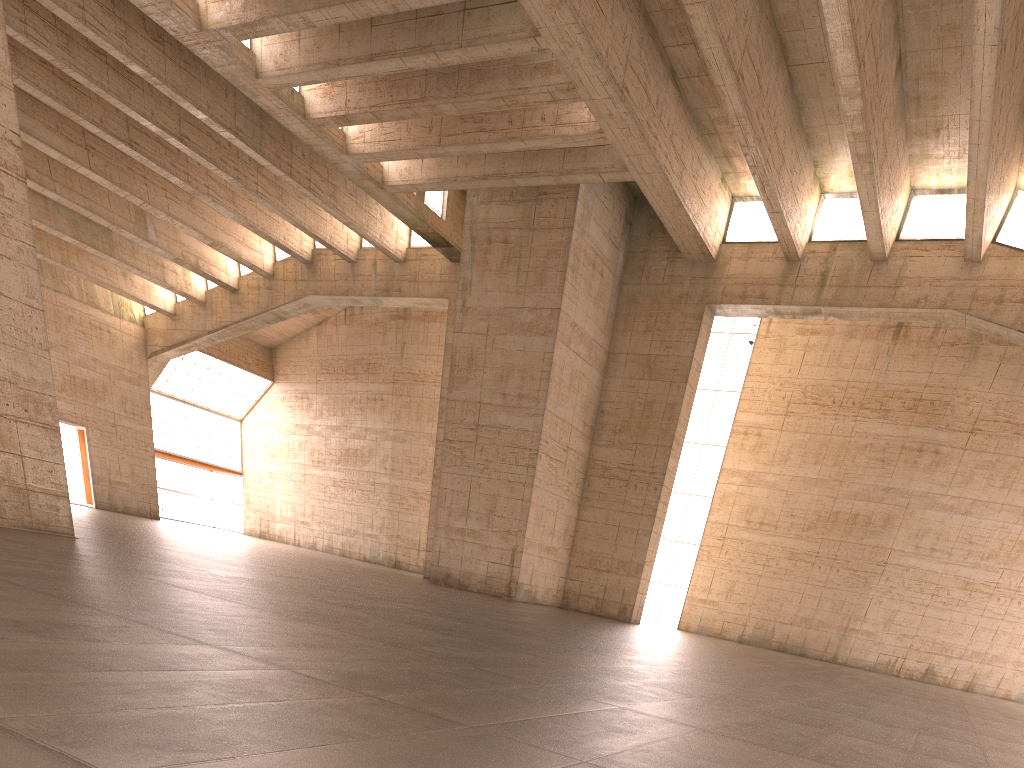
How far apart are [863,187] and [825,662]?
13.2 meters
